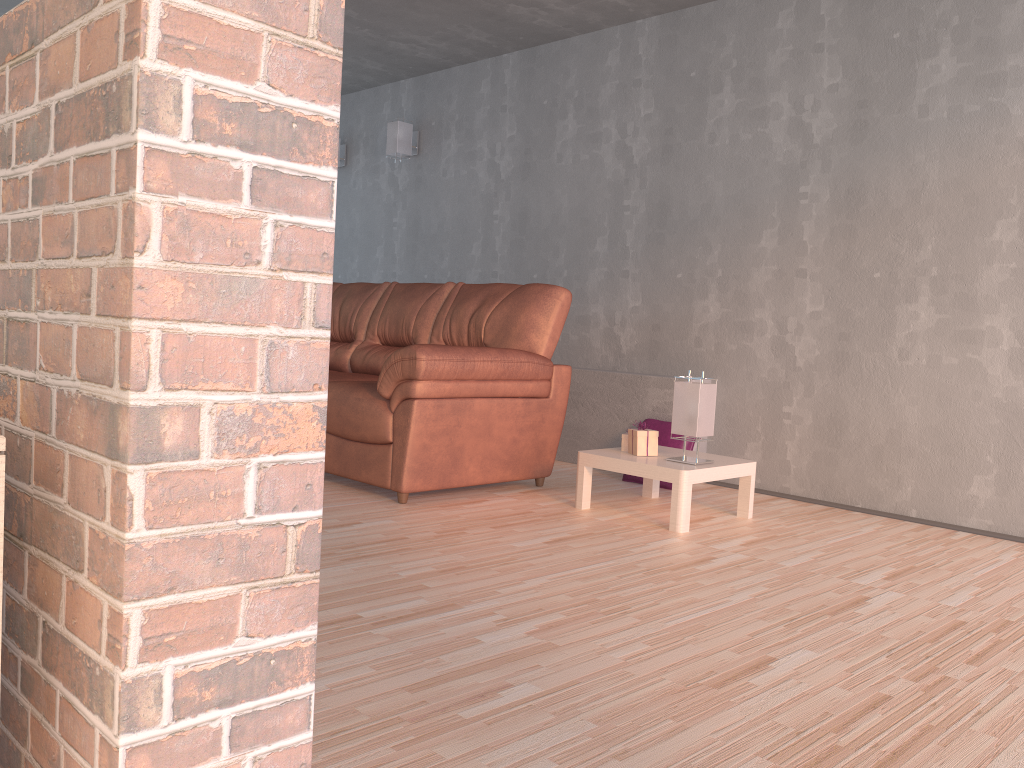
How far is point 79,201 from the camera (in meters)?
0.84

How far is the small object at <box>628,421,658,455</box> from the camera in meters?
3.7 m

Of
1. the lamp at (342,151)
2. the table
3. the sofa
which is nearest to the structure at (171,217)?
the sofa

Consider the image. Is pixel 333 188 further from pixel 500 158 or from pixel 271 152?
pixel 500 158

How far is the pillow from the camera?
4.4m

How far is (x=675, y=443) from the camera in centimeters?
437cm

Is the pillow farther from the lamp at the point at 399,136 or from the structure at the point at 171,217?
the structure at the point at 171,217

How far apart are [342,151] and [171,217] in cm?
638

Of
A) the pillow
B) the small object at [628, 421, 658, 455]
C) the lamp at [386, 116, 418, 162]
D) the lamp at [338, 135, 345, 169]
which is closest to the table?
the small object at [628, 421, 658, 455]

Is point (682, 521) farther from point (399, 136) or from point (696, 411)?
point (399, 136)
